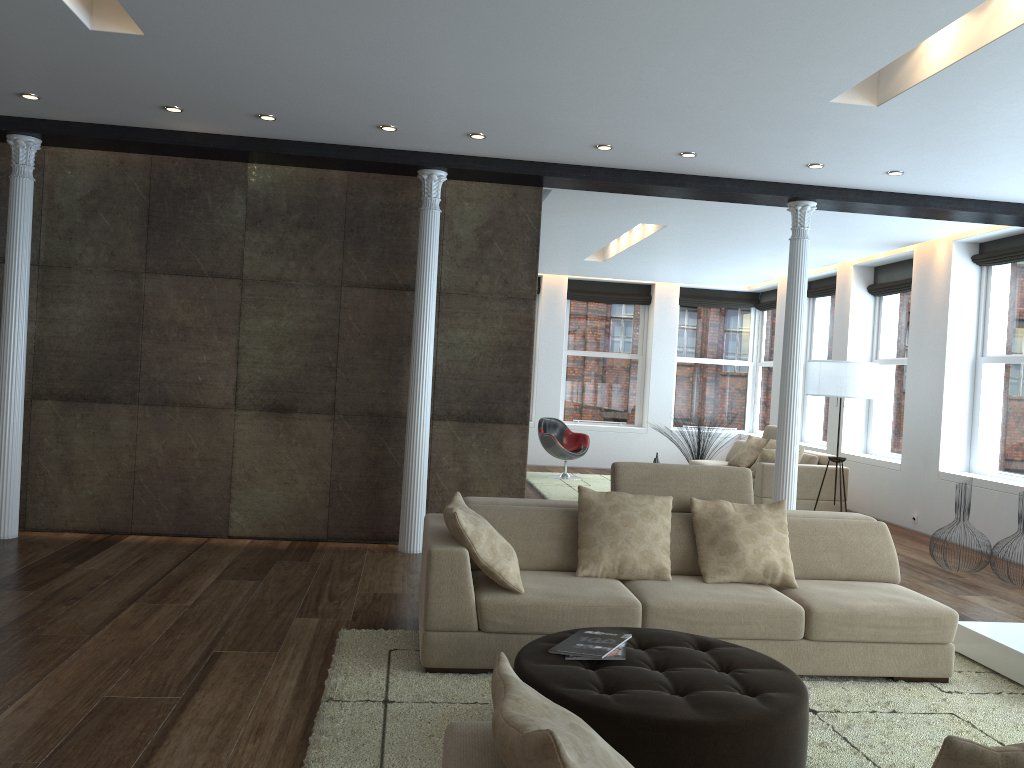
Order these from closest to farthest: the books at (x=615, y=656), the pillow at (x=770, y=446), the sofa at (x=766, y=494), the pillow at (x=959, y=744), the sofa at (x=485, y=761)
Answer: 1. the pillow at (x=959, y=744)
2. the sofa at (x=485, y=761)
3. the books at (x=615, y=656)
4. the sofa at (x=766, y=494)
5. the pillow at (x=770, y=446)

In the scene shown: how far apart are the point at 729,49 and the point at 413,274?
3.37m

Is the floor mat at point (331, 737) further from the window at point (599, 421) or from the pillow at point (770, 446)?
the window at point (599, 421)

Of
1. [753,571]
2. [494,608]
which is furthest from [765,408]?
[494,608]

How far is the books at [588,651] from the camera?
3.3m

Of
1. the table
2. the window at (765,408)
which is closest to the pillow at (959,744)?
the table

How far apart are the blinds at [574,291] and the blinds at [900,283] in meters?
4.1

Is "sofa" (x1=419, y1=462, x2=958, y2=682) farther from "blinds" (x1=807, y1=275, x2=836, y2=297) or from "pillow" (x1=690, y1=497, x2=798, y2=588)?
"blinds" (x1=807, y1=275, x2=836, y2=297)

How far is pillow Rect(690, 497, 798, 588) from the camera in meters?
4.5 m

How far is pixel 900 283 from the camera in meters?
10.2
